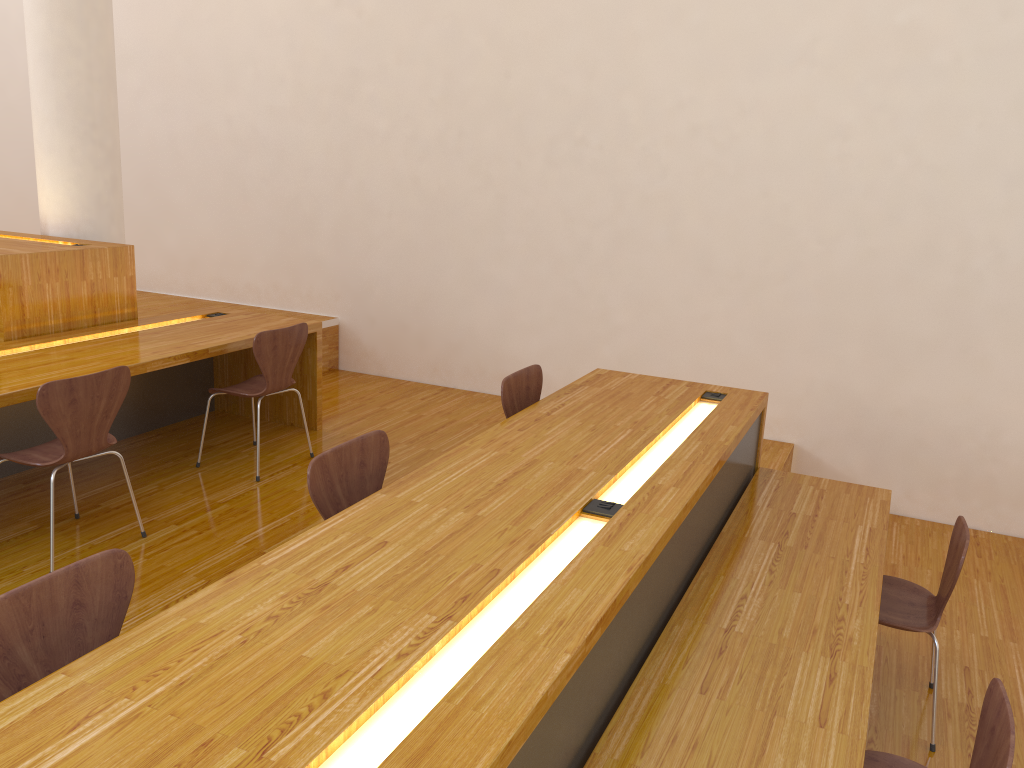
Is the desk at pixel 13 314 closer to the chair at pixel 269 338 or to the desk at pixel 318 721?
the chair at pixel 269 338

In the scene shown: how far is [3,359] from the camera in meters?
3.6 m

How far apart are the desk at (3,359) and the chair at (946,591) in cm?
297

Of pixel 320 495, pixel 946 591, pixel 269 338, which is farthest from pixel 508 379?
pixel 946 591

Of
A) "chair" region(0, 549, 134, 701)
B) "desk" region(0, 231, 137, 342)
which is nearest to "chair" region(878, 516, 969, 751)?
"chair" region(0, 549, 134, 701)

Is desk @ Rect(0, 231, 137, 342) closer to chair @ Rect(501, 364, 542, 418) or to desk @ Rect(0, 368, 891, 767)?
chair @ Rect(501, 364, 542, 418)

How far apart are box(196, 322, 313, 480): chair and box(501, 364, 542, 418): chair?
1.26m

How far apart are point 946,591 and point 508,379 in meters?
1.7 m

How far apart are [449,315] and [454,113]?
1.3m

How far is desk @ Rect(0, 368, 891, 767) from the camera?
1.41m
